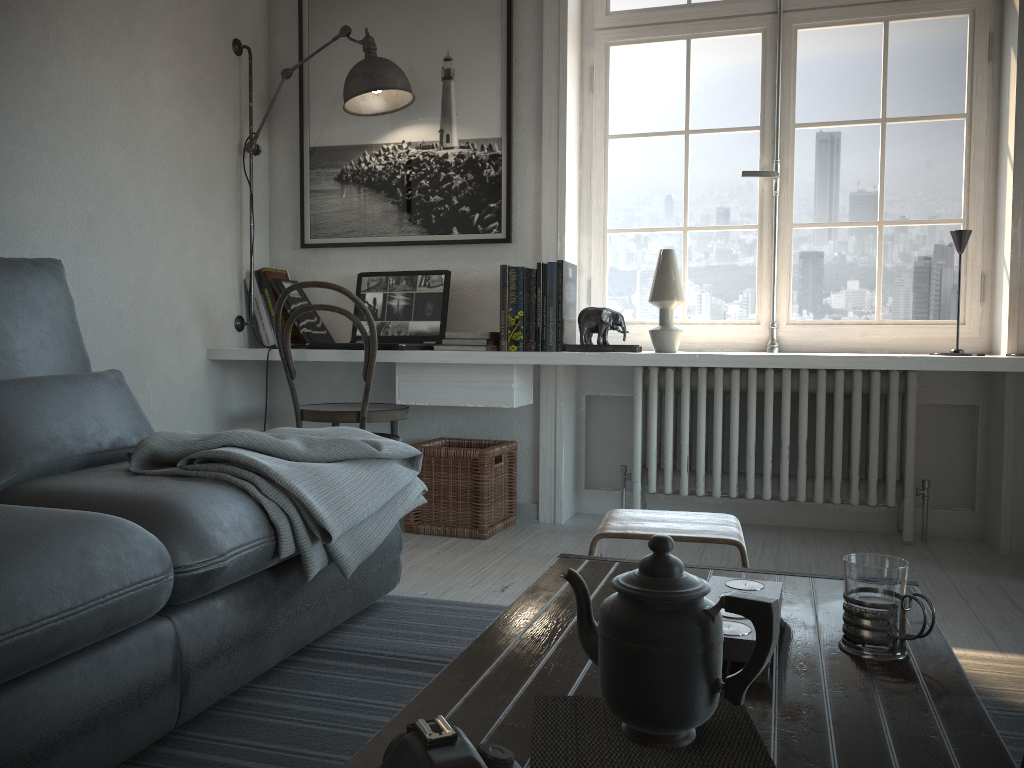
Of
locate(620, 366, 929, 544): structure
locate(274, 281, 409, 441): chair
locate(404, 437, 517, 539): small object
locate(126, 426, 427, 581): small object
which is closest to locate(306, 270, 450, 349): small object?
locate(274, 281, 409, 441): chair

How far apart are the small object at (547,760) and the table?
0.01m

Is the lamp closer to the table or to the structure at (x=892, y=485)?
the structure at (x=892, y=485)

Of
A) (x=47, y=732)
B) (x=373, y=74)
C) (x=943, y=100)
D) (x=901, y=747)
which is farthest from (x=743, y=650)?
(x=943, y=100)

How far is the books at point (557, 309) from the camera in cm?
313

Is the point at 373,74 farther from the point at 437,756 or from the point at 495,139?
the point at 437,756

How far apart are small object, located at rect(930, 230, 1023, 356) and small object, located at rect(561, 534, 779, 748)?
2.4m

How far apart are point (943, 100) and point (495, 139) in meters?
1.6 m

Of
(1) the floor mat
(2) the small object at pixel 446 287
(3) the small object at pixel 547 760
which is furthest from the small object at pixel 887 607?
(2) the small object at pixel 446 287

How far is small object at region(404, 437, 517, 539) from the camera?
3.1m
